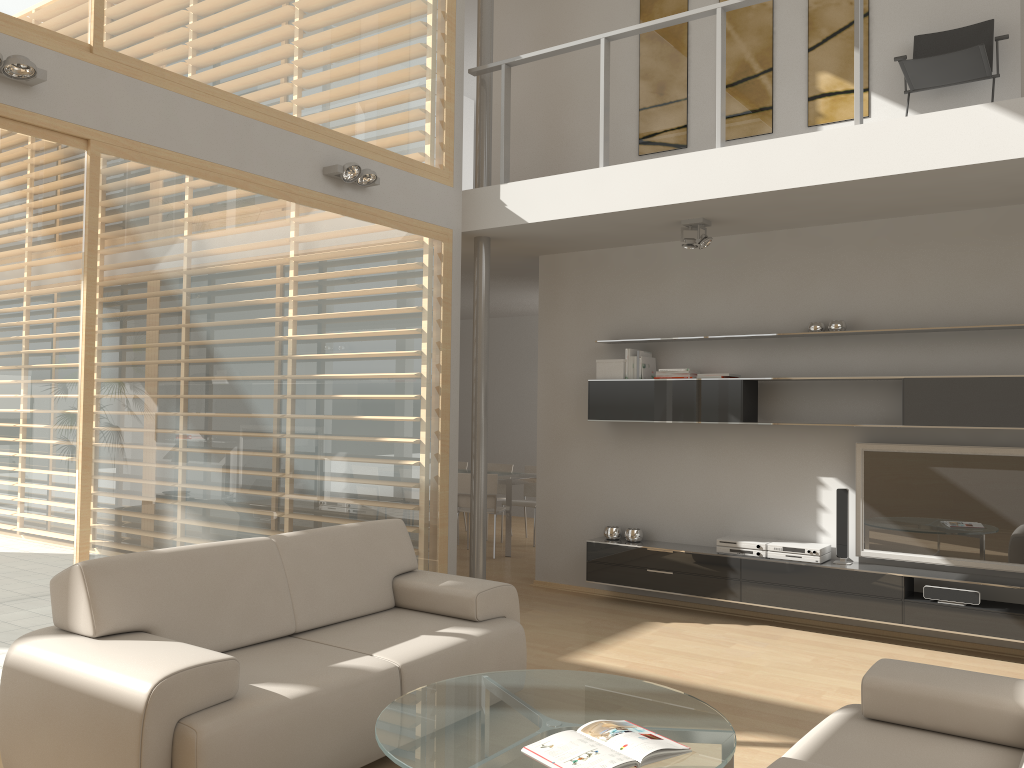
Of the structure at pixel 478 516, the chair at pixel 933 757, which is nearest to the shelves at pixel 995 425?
the structure at pixel 478 516

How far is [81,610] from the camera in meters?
3.2

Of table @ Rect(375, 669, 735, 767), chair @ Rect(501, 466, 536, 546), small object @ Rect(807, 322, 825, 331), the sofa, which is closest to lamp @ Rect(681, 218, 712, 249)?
small object @ Rect(807, 322, 825, 331)

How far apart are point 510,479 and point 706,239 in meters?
3.6 m

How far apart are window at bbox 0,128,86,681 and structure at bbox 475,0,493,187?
3.0m

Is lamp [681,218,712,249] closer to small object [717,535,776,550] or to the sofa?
small object [717,535,776,550]

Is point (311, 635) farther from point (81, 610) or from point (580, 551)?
point (580, 551)

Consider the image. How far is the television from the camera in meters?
5.2

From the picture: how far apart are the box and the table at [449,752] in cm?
326

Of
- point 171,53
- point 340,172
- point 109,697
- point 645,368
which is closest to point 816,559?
point 645,368
